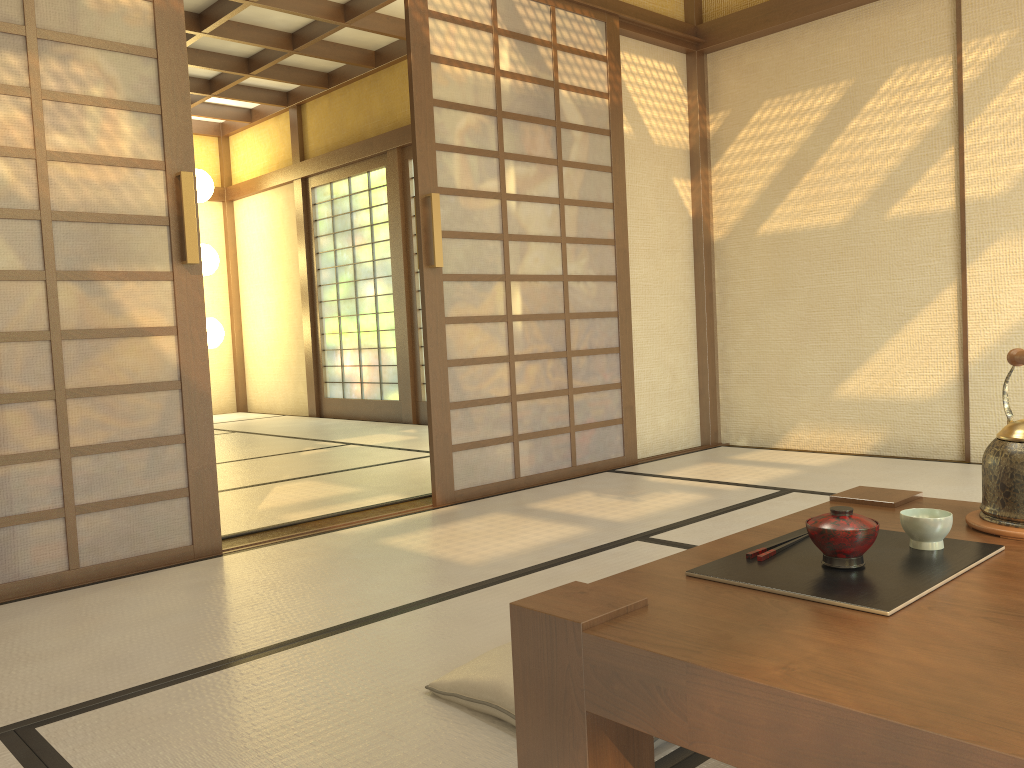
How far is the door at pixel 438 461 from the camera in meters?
3.7 m

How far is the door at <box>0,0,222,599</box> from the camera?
2.6m

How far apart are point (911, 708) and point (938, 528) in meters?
0.6 m

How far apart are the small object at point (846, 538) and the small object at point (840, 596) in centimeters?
1cm

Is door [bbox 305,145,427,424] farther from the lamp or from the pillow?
the pillow

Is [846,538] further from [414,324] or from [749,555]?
[414,324]

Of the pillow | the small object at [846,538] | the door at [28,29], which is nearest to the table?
the small object at [846,538]

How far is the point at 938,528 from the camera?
1.3m

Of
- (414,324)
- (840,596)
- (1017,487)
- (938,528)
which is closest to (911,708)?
(840,596)

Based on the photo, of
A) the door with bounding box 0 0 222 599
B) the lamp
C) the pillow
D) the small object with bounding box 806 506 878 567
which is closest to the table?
the small object with bounding box 806 506 878 567
